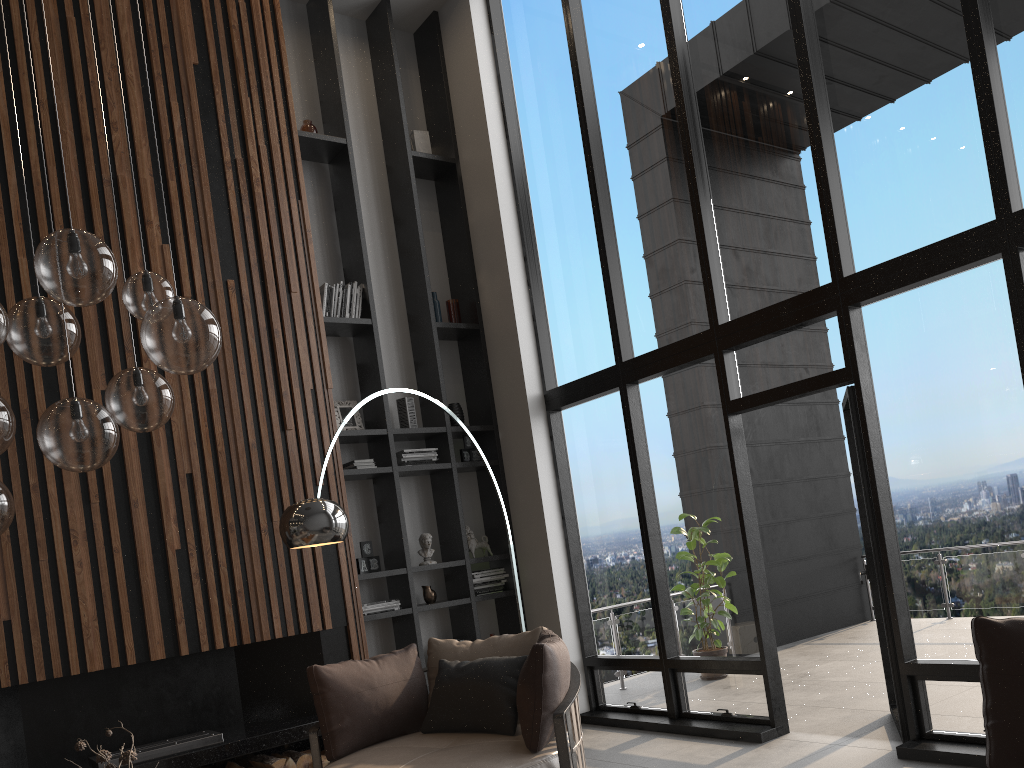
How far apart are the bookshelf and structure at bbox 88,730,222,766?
1.3m

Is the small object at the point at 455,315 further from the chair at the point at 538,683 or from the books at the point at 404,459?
the chair at the point at 538,683

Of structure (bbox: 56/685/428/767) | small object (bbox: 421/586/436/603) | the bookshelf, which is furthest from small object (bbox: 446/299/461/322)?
structure (bbox: 56/685/428/767)

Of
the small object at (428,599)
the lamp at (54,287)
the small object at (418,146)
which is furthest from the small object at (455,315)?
the lamp at (54,287)

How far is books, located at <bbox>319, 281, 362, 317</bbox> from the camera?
6.5m

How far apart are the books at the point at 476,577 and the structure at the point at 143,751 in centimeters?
214cm

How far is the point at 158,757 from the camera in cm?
480

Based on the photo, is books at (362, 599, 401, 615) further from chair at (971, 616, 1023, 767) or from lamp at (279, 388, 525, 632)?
chair at (971, 616, 1023, 767)

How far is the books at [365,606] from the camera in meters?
6.0

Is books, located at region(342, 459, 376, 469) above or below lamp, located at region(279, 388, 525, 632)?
above
